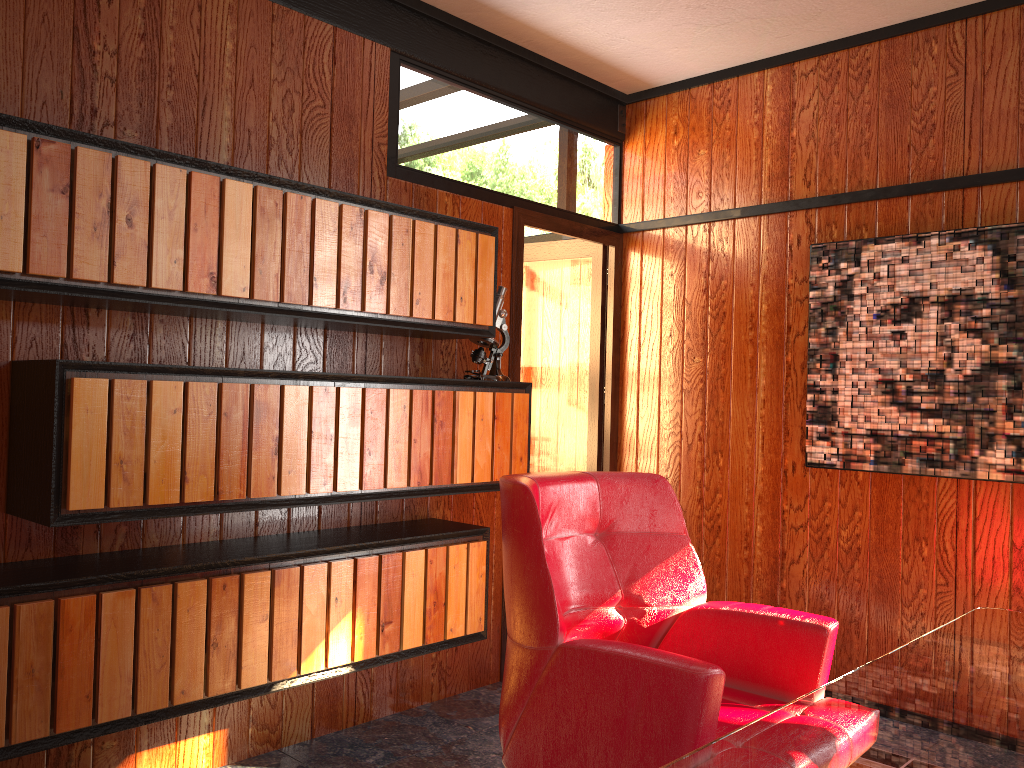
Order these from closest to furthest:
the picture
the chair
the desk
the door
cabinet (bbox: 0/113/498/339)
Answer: the desk
the chair
cabinet (bbox: 0/113/498/339)
the picture
the door

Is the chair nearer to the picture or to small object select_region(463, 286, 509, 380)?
small object select_region(463, 286, 509, 380)

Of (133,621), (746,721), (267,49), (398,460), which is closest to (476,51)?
(267,49)

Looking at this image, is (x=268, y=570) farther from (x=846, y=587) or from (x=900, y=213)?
(x=900, y=213)

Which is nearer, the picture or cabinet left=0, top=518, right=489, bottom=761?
cabinet left=0, top=518, right=489, bottom=761

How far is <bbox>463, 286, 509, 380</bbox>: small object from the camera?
3.2m

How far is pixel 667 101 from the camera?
4.01m

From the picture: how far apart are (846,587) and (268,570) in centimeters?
218cm

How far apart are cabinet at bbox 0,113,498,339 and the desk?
1.7 meters

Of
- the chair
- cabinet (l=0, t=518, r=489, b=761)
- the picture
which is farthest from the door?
the chair
